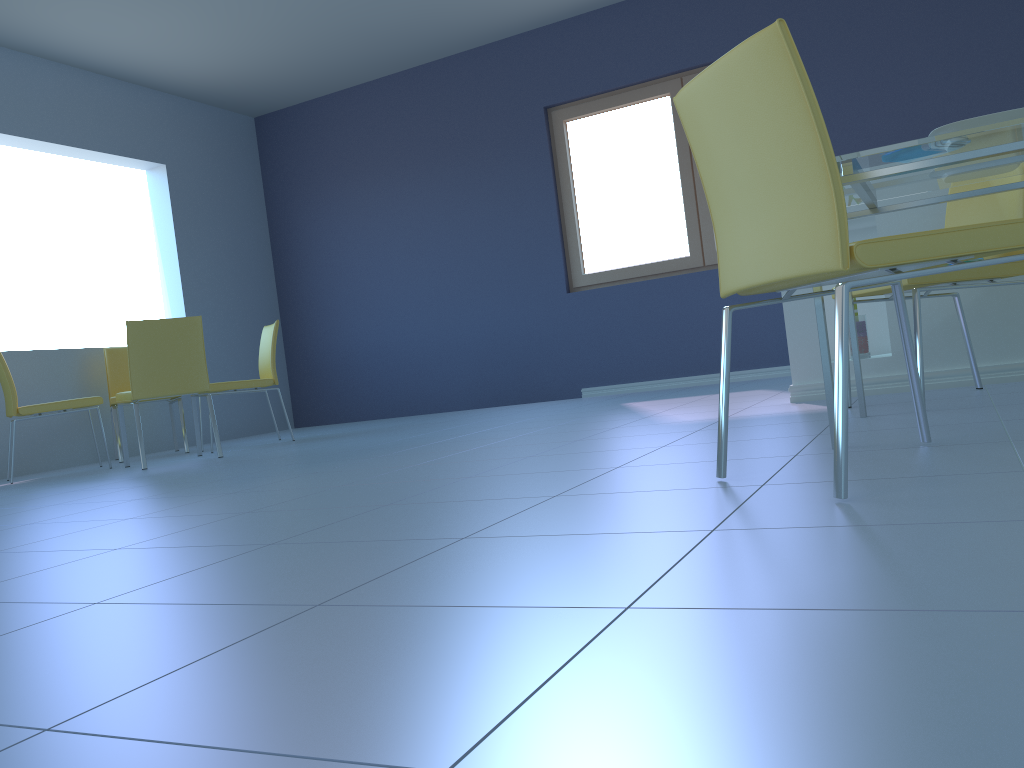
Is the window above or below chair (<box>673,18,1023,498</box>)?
above

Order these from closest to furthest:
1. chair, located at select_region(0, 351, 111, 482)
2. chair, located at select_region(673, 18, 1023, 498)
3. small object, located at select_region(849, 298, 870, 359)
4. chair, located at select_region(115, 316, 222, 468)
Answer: chair, located at select_region(673, 18, 1023, 498) → small object, located at select_region(849, 298, 870, 359) → chair, located at select_region(115, 316, 222, 468) → chair, located at select_region(0, 351, 111, 482)

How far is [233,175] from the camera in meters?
6.8 m

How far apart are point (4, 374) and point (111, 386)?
1.0m

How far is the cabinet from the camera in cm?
293

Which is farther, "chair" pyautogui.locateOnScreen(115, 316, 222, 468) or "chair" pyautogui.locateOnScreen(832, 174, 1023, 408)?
"chair" pyautogui.locateOnScreen(115, 316, 222, 468)

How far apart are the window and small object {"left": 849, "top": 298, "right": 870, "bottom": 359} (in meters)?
2.49

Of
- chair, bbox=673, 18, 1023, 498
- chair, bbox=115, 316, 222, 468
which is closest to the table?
chair, bbox=673, 18, 1023, 498

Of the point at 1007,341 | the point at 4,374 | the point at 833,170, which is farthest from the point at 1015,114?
the point at 4,374

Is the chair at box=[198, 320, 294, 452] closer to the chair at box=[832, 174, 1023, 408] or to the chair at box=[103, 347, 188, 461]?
the chair at box=[103, 347, 188, 461]
